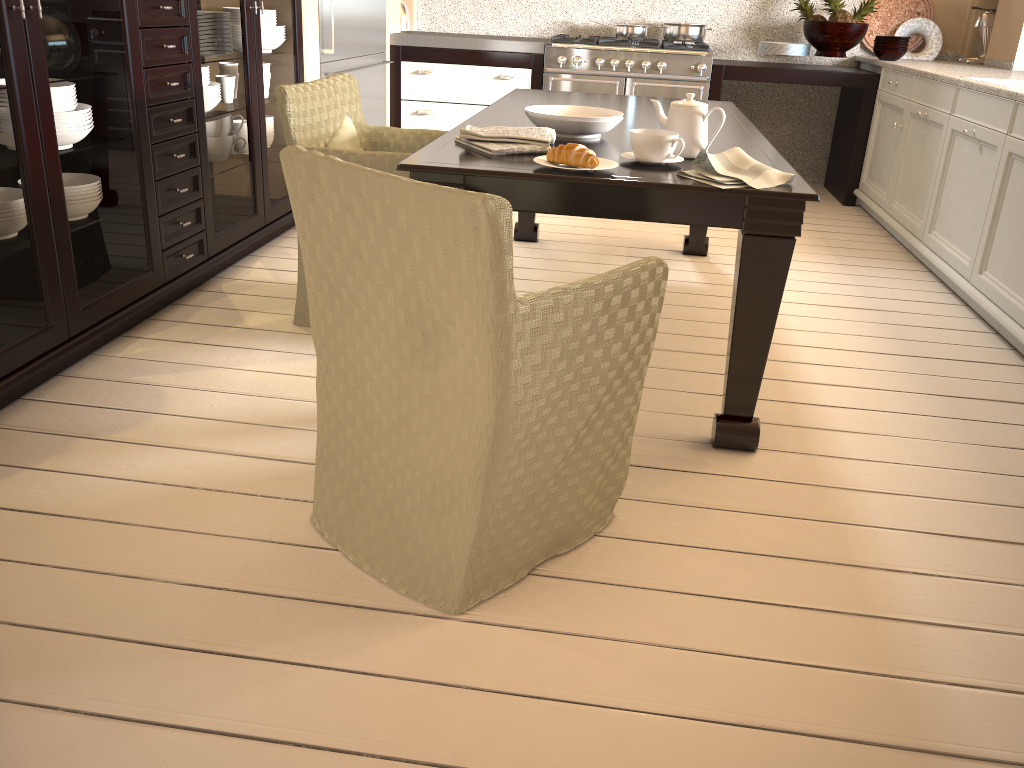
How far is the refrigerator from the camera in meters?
4.0

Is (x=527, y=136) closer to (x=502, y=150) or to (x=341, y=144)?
(x=502, y=150)

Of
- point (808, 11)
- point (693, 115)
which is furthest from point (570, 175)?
point (808, 11)

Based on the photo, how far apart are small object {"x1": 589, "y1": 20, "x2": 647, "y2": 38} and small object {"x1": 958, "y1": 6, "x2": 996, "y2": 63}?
1.84m

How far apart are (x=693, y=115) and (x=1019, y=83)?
2.1 meters

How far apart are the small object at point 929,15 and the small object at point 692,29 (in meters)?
1.01

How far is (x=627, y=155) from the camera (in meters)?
2.16

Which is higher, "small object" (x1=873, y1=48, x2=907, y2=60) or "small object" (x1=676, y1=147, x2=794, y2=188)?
"small object" (x1=873, y1=48, x2=907, y2=60)

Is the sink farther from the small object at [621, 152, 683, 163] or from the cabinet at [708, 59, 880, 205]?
the small object at [621, 152, 683, 163]

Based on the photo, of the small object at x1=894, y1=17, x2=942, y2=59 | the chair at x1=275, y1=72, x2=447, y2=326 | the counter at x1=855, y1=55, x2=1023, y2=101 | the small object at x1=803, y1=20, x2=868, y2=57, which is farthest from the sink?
the chair at x1=275, y1=72, x2=447, y2=326
